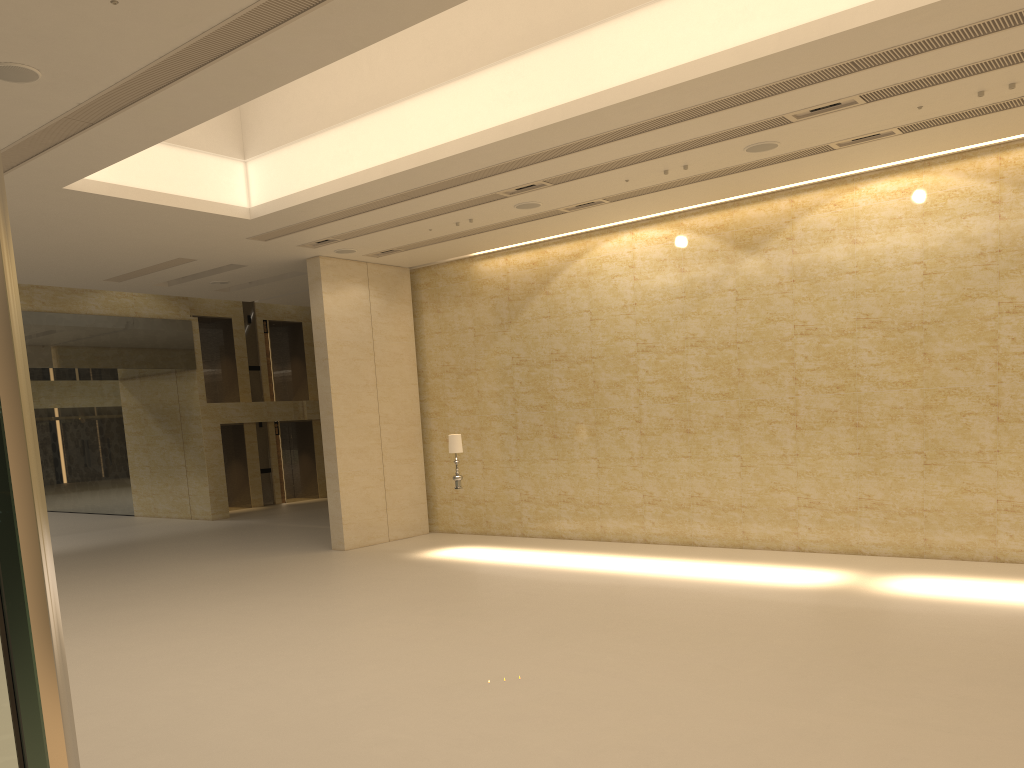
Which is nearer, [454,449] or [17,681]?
[17,681]

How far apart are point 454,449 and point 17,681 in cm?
1576

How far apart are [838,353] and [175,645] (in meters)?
11.01

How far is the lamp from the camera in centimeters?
1631cm

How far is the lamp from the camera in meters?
16.3

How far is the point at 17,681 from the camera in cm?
60

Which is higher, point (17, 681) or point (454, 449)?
point (17, 681)

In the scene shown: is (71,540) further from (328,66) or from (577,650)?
(577,650)

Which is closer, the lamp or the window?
the window

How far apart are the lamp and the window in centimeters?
1571cm
